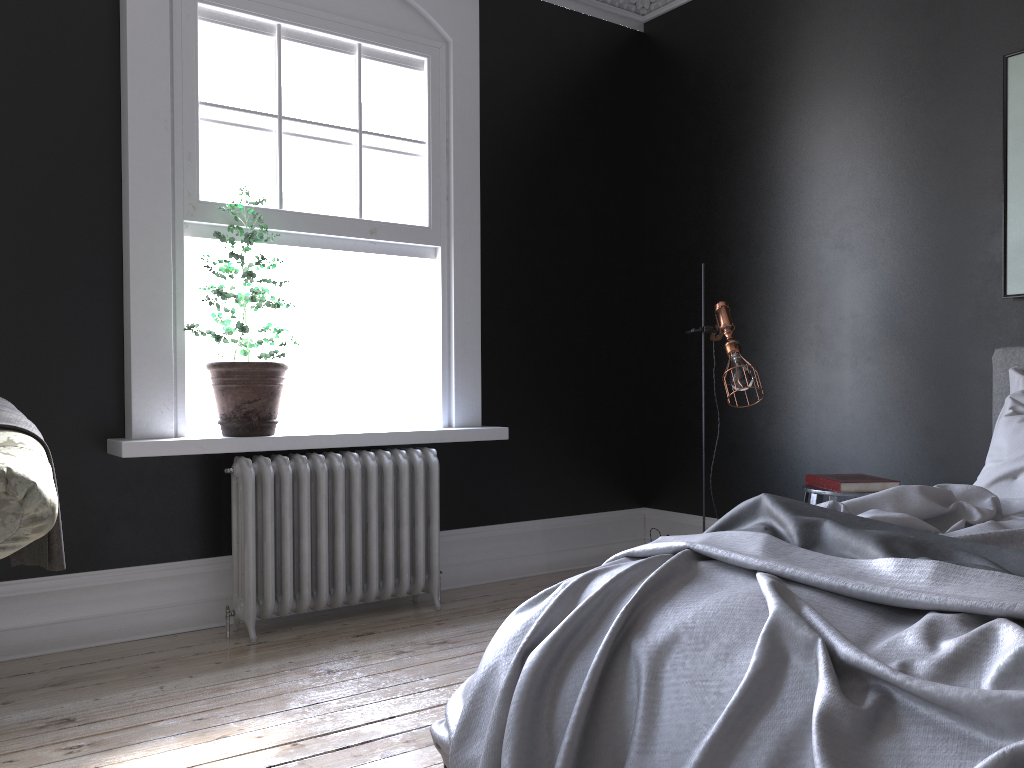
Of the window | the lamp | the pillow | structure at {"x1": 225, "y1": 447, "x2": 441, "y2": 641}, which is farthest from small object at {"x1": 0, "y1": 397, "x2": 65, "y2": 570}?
the pillow

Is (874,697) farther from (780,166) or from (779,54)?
(779,54)

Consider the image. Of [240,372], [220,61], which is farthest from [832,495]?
[220,61]

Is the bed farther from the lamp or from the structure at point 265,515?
the structure at point 265,515

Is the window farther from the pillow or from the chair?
the pillow

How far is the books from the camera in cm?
382

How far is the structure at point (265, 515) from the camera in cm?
400

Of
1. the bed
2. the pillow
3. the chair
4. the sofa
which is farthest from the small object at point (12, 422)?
the pillow

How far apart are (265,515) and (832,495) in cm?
251

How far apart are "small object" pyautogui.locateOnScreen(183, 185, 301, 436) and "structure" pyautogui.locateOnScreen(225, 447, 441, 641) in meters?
0.1
